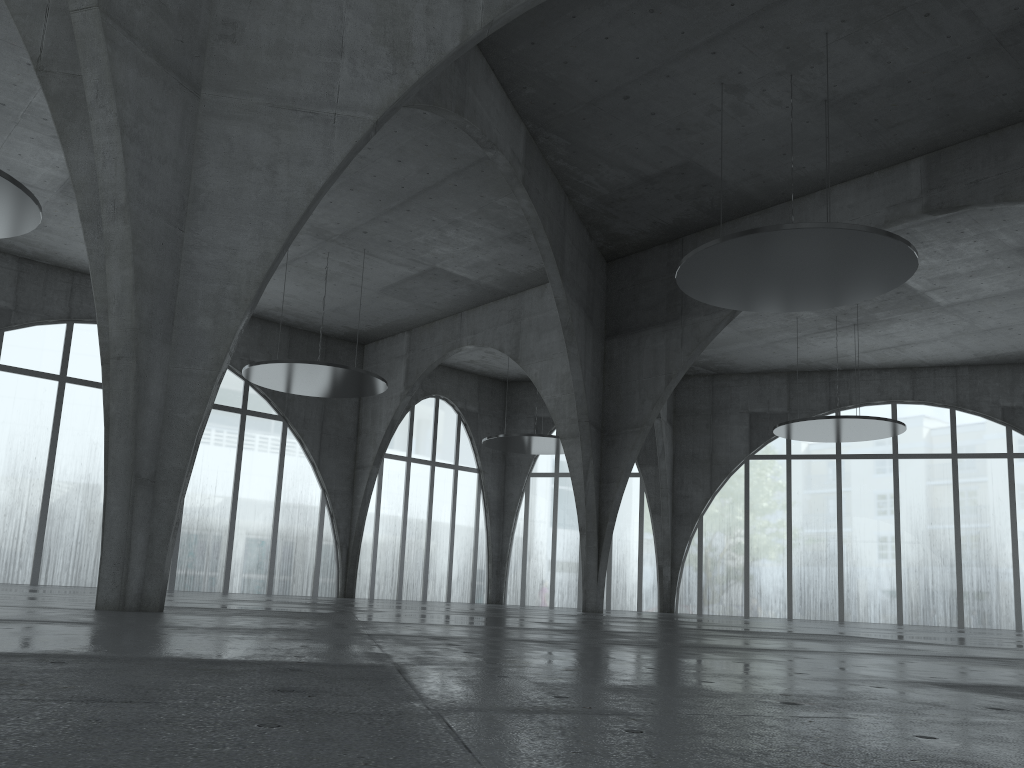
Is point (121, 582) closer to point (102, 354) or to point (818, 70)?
point (102, 354)
